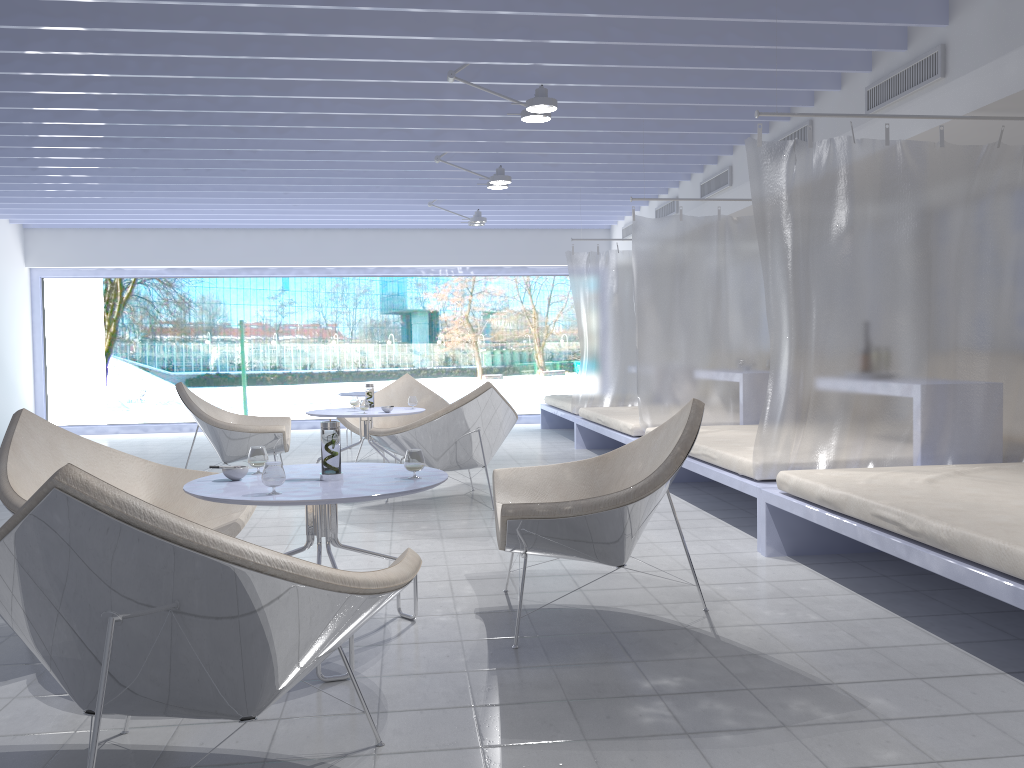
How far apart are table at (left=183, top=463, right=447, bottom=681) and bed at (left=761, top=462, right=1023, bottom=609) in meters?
1.5 m

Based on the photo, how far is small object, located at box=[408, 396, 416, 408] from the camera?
6.2m

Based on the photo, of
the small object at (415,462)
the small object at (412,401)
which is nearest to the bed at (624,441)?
the small object at (412,401)

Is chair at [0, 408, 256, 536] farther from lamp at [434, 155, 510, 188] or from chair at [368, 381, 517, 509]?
lamp at [434, 155, 510, 188]

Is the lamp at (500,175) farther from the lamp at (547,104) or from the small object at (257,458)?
the small object at (257,458)

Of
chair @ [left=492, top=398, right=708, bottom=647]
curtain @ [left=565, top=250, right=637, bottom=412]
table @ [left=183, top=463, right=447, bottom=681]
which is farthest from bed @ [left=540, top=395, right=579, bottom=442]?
table @ [left=183, top=463, right=447, bottom=681]

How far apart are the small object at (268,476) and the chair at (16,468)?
0.74m

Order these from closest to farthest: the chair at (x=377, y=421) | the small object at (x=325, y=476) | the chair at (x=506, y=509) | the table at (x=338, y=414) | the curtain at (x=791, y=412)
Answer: the chair at (x=506, y=509), the small object at (x=325, y=476), the curtain at (x=791, y=412), the table at (x=338, y=414), the chair at (x=377, y=421)

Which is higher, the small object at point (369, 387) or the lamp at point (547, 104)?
the lamp at point (547, 104)

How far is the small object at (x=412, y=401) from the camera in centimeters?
623cm
